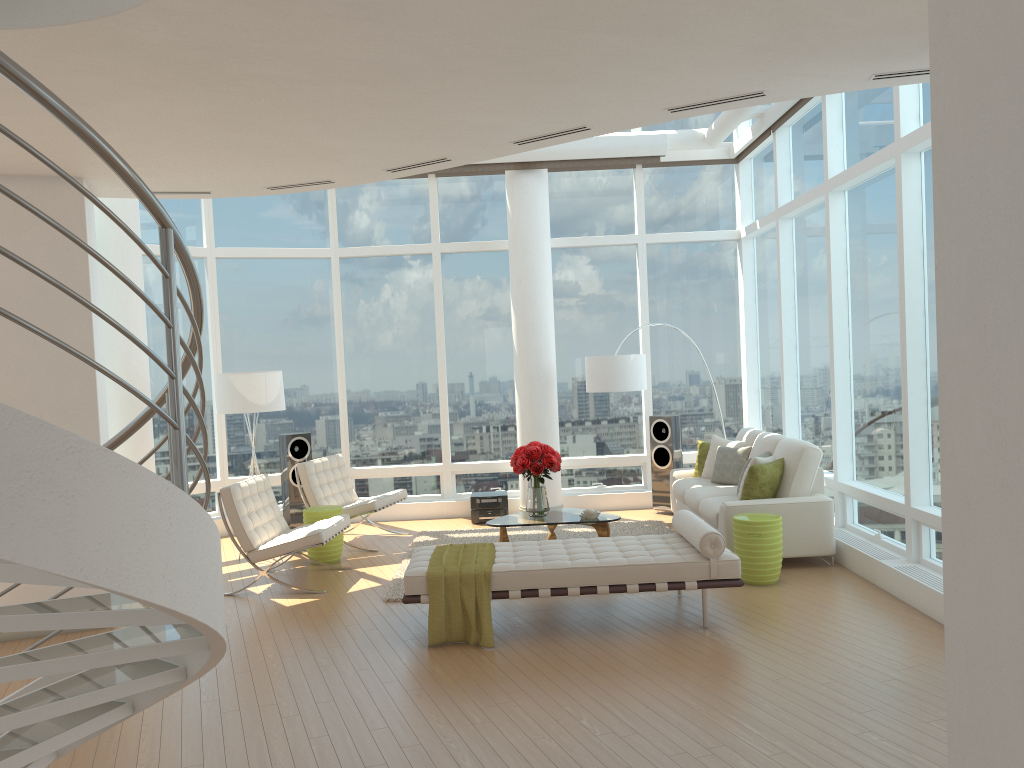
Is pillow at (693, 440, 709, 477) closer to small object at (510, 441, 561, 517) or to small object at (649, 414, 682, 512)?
small object at (649, 414, 682, 512)

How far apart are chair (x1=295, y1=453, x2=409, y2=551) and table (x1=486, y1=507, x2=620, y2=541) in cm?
150

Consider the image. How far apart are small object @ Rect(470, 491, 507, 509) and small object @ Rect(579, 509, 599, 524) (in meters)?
2.35

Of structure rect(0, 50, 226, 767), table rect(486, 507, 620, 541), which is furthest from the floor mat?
structure rect(0, 50, 226, 767)

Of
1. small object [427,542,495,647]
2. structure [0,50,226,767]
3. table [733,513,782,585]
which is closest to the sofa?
table [733,513,782,585]

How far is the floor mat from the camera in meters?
7.7 m

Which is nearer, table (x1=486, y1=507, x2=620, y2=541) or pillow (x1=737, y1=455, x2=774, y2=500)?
pillow (x1=737, y1=455, x2=774, y2=500)

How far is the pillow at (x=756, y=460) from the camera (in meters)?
7.87

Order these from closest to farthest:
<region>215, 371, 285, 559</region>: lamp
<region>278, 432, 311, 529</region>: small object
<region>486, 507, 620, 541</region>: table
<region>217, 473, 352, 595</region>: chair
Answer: <region>217, 473, 352, 595</region>: chair
<region>486, 507, 620, 541</region>: table
<region>215, 371, 285, 559</region>: lamp
<region>278, 432, 311, 529</region>: small object

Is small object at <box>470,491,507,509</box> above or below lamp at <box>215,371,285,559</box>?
below
